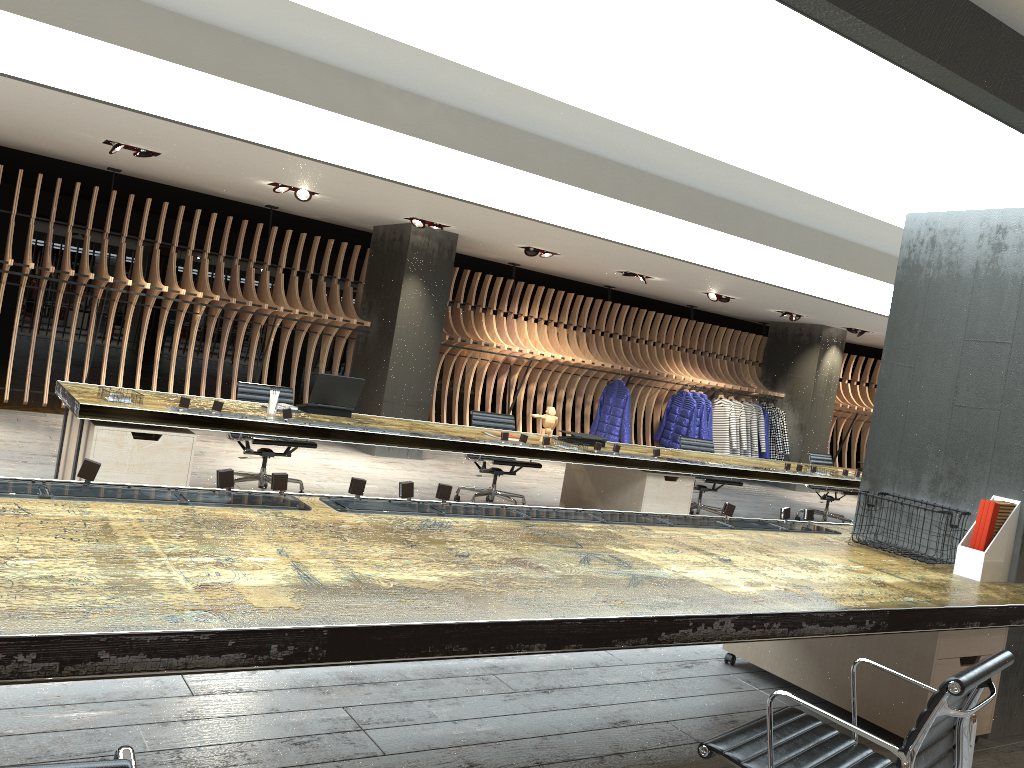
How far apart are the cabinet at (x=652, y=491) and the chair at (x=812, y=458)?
3.5m

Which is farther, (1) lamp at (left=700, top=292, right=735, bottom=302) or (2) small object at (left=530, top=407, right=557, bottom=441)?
(1) lamp at (left=700, top=292, right=735, bottom=302)

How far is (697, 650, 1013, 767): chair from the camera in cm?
201

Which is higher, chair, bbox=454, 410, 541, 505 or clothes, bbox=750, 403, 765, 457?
clothes, bbox=750, 403, 765, 457

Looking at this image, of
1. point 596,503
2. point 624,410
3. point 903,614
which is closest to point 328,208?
point 596,503

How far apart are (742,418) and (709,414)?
0.7 meters

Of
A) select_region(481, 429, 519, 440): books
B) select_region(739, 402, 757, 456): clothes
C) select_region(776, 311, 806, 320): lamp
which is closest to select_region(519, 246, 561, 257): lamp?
select_region(481, 429, 519, 440): books

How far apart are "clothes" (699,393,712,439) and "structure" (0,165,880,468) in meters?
0.3 m

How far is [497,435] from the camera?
7.1 meters

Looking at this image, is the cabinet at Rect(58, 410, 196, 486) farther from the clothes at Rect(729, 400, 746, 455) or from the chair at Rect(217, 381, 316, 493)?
the clothes at Rect(729, 400, 746, 455)
